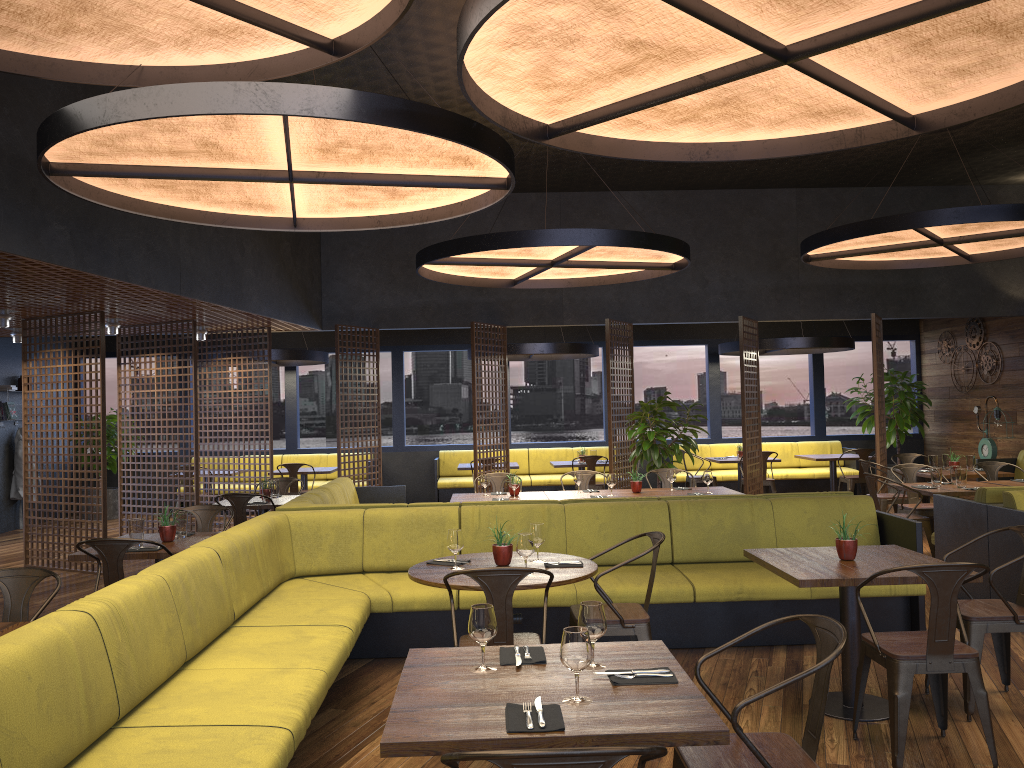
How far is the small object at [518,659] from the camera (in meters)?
2.95

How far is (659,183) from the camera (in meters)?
11.64

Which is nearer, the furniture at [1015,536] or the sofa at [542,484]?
the furniture at [1015,536]

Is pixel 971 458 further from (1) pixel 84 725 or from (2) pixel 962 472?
(1) pixel 84 725

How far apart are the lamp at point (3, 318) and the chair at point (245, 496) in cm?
322

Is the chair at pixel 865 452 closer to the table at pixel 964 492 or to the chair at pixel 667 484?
the table at pixel 964 492

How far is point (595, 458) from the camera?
12.3 meters

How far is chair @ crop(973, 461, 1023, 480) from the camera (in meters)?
9.32

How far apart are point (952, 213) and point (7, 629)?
7.74m

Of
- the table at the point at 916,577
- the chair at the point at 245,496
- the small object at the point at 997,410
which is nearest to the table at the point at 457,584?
the table at the point at 916,577
